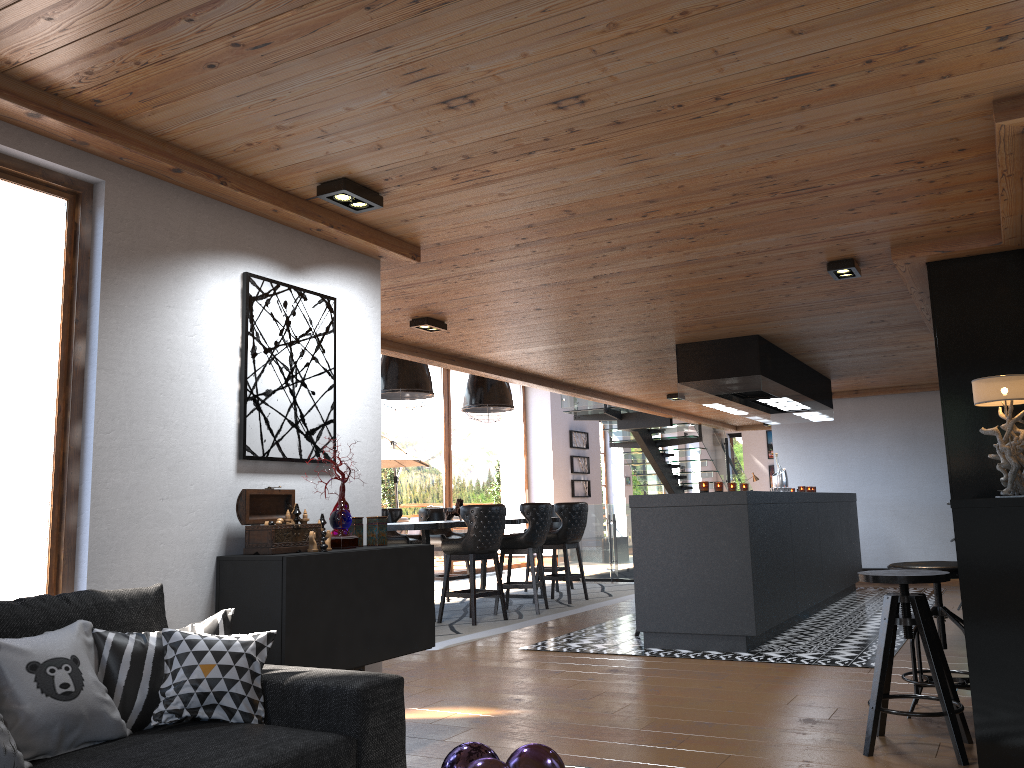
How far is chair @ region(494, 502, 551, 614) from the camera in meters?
8.7

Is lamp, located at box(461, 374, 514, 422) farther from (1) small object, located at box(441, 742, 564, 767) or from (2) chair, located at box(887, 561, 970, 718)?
(1) small object, located at box(441, 742, 564, 767)

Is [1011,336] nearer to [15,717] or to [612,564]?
[15,717]

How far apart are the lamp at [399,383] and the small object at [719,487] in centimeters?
307cm

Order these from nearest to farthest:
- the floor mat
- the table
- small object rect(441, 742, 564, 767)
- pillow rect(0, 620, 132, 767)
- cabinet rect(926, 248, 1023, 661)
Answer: small object rect(441, 742, 564, 767), pillow rect(0, 620, 132, 767), cabinet rect(926, 248, 1023, 661), the floor mat, the table

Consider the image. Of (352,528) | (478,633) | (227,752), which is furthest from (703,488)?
(227,752)

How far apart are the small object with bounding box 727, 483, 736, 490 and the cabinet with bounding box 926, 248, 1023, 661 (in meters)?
2.47

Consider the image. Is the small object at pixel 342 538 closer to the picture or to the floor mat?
the picture

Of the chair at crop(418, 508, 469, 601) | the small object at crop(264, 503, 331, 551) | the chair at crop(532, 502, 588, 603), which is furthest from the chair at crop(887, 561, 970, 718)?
the chair at crop(418, 508, 469, 601)

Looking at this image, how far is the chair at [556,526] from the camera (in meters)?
11.39
